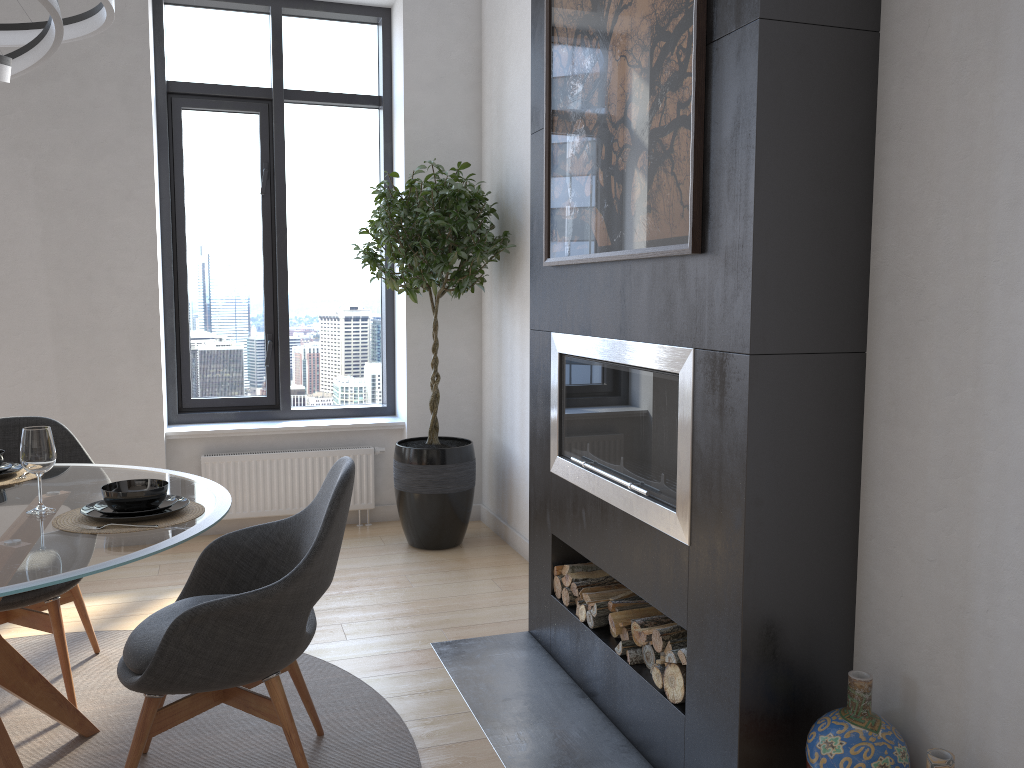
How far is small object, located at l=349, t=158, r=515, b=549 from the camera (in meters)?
4.31

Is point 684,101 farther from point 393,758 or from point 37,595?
point 37,595

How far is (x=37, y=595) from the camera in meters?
2.8

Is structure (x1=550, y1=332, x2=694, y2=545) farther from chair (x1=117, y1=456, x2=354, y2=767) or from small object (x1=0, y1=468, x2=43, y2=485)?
small object (x1=0, y1=468, x2=43, y2=485)

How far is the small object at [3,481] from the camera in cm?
266

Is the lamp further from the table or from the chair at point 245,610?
the chair at point 245,610

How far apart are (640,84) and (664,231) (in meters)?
0.44

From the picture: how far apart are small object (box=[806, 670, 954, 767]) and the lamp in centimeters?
237cm

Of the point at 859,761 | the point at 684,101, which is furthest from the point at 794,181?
the point at 859,761

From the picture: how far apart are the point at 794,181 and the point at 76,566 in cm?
176
